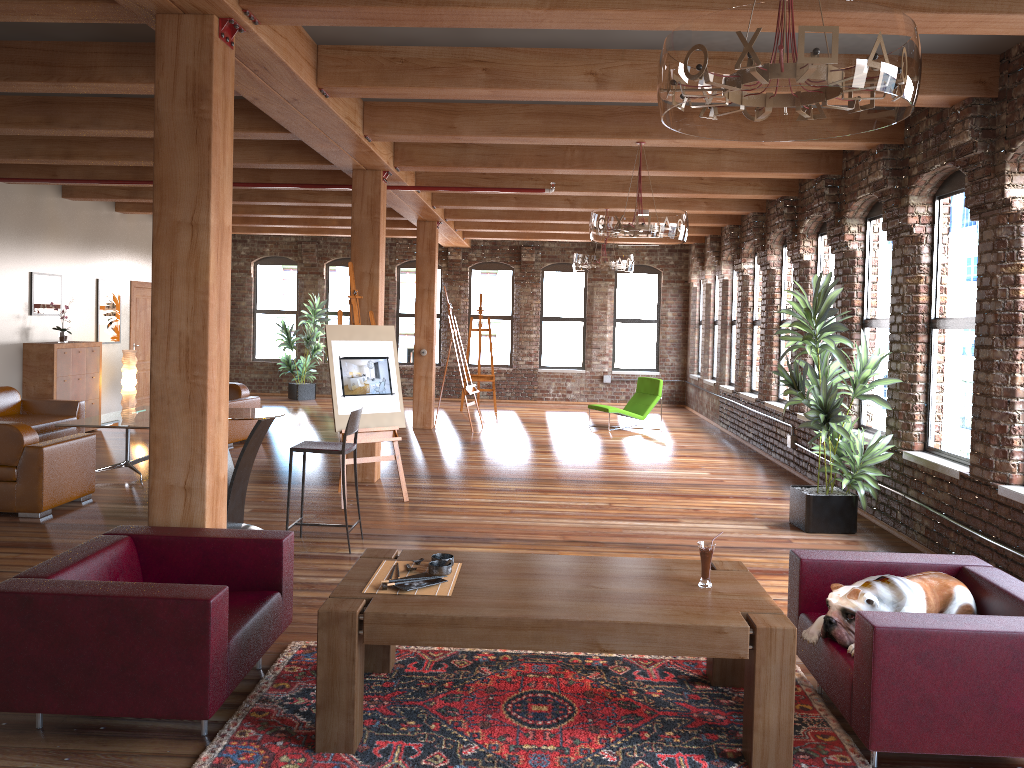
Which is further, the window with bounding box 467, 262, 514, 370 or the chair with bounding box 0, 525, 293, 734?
the window with bounding box 467, 262, 514, 370

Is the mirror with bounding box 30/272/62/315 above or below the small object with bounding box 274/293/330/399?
above

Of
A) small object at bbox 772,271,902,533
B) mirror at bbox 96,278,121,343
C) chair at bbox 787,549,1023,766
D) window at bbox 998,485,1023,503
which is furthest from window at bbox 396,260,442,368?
chair at bbox 787,549,1023,766

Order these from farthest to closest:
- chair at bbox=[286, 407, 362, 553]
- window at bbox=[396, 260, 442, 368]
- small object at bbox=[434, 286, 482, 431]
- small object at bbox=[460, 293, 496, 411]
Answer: window at bbox=[396, 260, 442, 368] → small object at bbox=[460, 293, 496, 411] → small object at bbox=[434, 286, 482, 431] → chair at bbox=[286, 407, 362, 553]

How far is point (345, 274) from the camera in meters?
18.1

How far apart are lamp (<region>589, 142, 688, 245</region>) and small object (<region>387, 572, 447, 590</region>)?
4.0 meters

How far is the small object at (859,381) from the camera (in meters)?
6.91

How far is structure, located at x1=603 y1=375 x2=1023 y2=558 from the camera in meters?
10.0 m

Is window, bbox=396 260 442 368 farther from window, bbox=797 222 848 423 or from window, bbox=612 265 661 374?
window, bbox=797 222 848 423

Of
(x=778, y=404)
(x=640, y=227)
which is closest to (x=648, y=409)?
(x=778, y=404)
